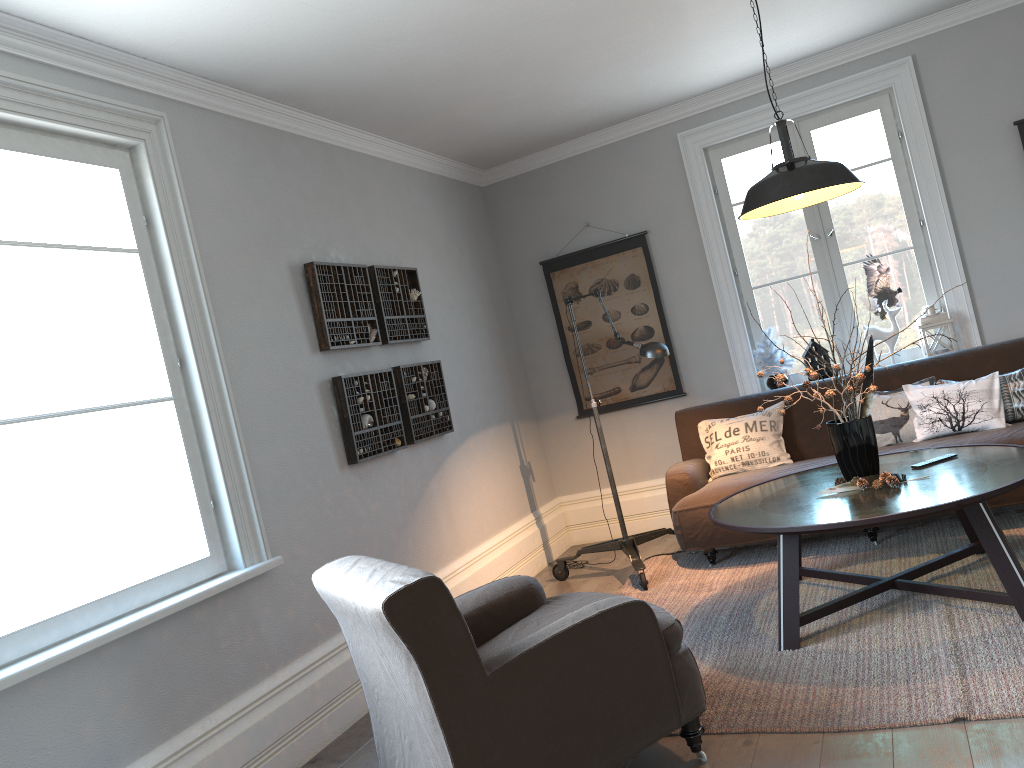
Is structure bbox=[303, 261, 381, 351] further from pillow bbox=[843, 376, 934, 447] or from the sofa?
pillow bbox=[843, 376, 934, 447]

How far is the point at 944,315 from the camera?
5.2m

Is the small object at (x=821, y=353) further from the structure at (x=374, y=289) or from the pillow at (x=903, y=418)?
the structure at (x=374, y=289)

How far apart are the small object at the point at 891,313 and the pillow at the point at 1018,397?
0.80m

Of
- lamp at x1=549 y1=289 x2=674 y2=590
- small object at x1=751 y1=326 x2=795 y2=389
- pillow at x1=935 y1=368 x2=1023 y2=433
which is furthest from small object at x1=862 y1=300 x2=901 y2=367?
lamp at x1=549 y1=289 x2=674 y2=590

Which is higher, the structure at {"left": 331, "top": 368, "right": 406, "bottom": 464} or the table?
the structure at {"left": 331, "top": 368, "right": 406, "bottom": 464}

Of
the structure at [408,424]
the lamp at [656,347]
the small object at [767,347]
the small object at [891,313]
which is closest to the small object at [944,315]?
the small object at [891,313]

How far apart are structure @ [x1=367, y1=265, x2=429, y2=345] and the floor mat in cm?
175

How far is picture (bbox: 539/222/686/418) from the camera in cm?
596

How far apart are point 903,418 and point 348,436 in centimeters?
287cm
